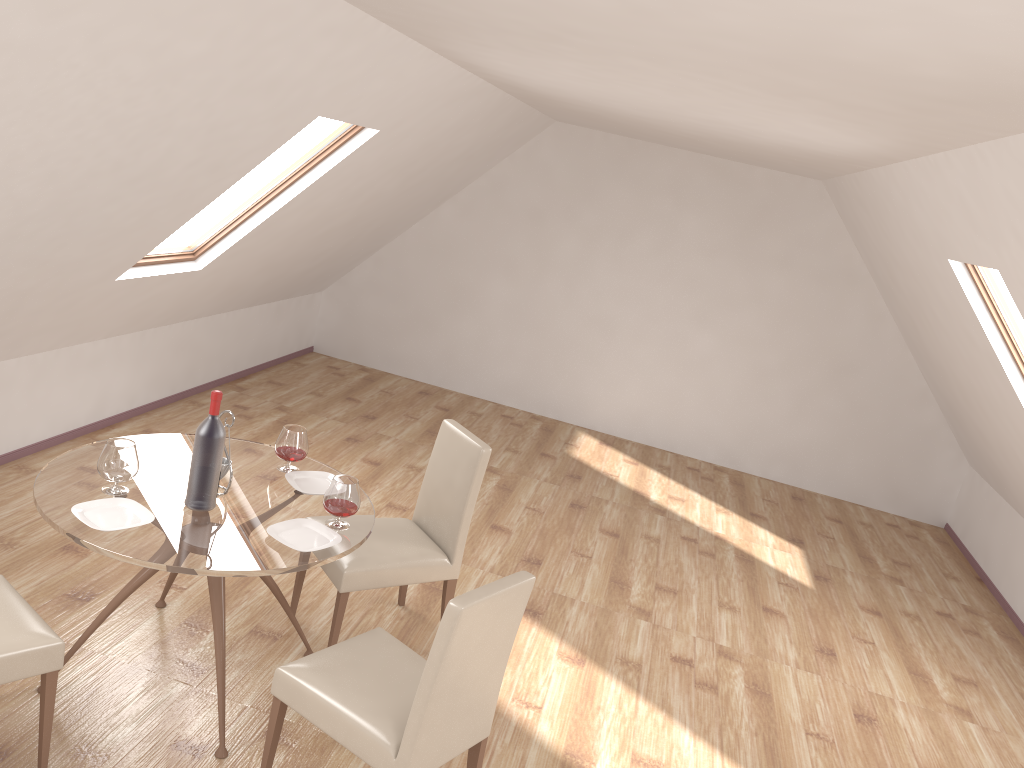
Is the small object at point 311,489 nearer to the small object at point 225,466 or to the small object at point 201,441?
the small object at point 225,466

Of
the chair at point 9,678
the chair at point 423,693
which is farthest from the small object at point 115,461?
the chair at point 423,693

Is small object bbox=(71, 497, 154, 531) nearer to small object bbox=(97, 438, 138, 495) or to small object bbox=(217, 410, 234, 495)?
small object bbox=(97, 438, 138, 495)

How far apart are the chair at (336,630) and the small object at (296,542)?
0.44m

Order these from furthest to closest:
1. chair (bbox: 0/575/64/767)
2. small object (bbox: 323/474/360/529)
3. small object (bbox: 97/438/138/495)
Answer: small object (bbox: 323/474/360/529)
small object (bbox: 97/438/138/495)
chair (bbox: 0/575/64/767)

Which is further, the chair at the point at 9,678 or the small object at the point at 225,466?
the small object at the point at 225,466

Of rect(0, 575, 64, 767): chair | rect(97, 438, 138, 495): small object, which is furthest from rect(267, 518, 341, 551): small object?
rect(0, 575, 64, 767): chair

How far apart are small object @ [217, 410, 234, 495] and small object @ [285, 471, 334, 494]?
0.3 meters

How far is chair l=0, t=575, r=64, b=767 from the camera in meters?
2.6

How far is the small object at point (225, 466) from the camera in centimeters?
326cm
